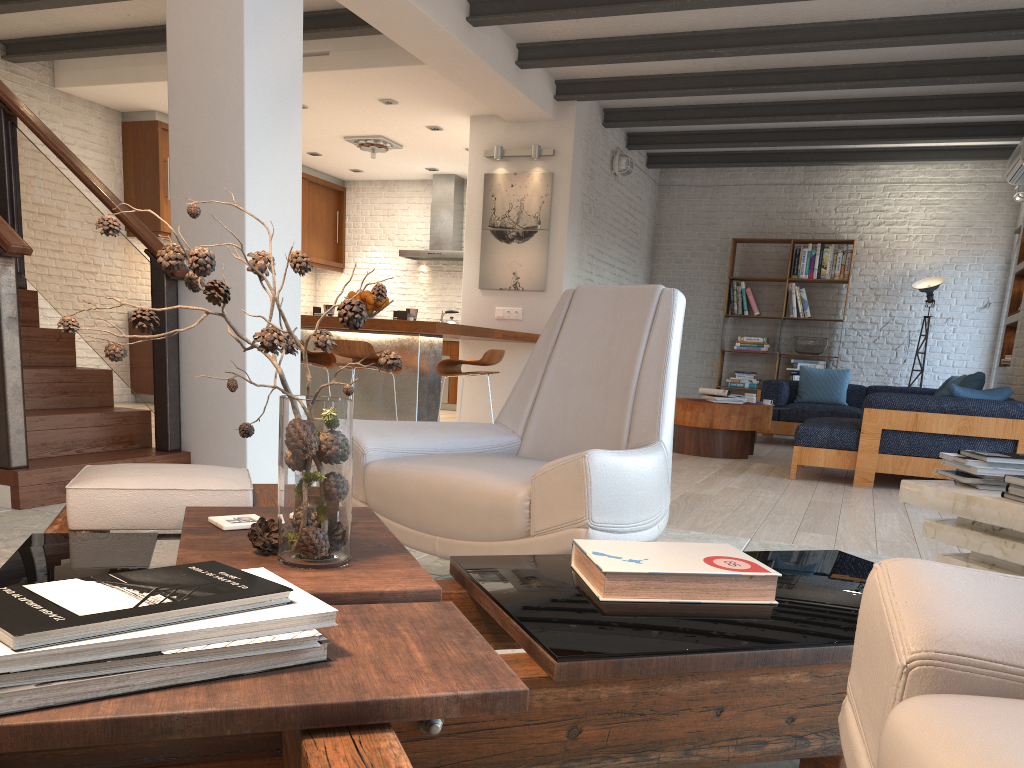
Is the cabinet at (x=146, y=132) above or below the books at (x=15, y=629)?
above

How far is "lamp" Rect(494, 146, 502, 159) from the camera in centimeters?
820cm

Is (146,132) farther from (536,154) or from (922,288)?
(922,288)

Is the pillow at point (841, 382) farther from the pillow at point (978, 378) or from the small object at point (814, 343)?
the pillow at point (978, 378)

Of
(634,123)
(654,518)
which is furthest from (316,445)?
(634,123)

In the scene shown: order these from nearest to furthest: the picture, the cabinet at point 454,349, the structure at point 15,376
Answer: the structure at point 15,376 < the picture < the cabinet at point 454,349

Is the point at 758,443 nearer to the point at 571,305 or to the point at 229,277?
the point at 229,277

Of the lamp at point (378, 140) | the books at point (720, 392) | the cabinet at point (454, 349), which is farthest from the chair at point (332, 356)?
the cabinet at point (454, 349)

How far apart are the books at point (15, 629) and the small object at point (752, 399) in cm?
727

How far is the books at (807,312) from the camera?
10.2 meters
